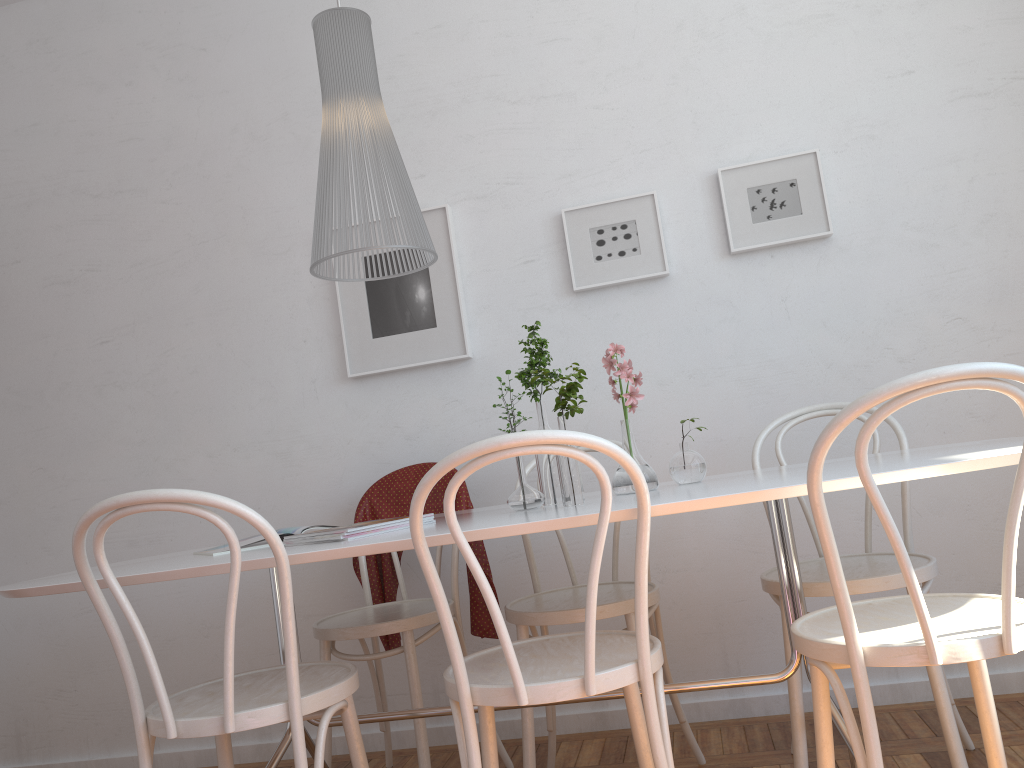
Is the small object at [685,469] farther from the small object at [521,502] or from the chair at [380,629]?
the chair at [380,629]

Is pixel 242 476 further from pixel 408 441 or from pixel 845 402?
pixel 845 402

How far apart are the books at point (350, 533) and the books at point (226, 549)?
0.2m

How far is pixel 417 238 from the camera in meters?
2.0

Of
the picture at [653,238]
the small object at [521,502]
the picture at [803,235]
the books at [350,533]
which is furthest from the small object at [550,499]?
the picture at [803,235]

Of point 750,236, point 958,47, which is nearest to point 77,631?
point 750,236

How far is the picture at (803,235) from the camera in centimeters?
277cm

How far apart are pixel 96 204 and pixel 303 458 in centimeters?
126cm

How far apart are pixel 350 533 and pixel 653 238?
1.54m

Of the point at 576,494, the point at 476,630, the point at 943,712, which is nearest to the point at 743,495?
the point at 576,494
